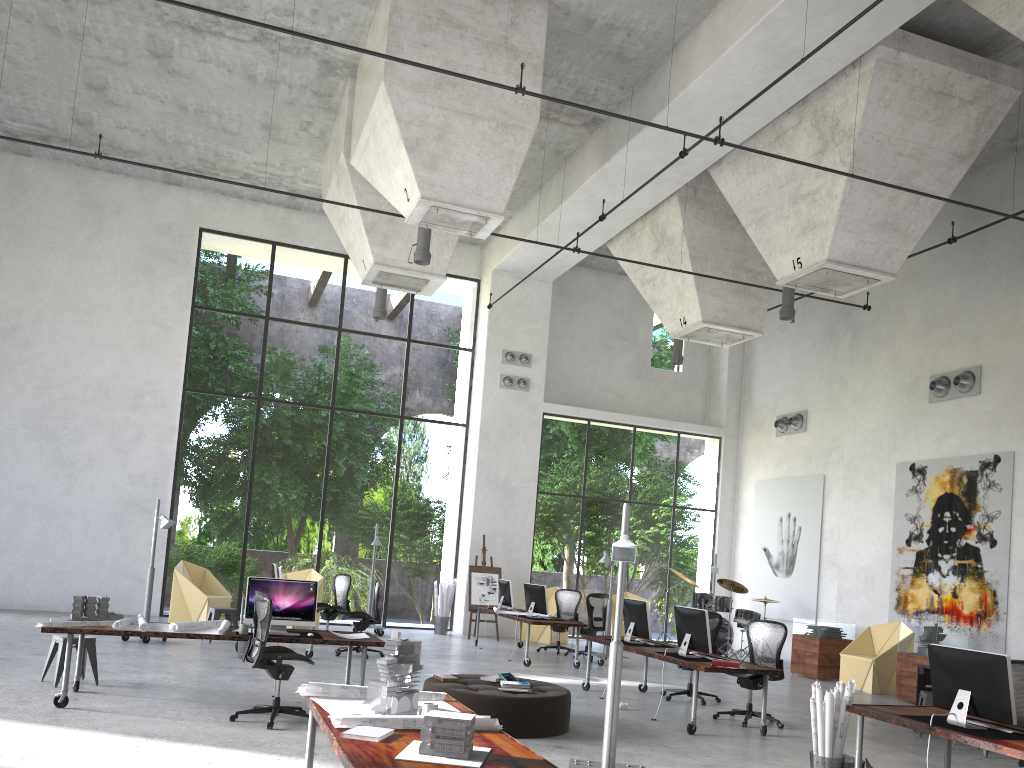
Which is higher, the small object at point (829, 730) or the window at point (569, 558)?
the window at point (569, 558)

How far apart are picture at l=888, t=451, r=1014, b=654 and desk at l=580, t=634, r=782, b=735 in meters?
5.4 m

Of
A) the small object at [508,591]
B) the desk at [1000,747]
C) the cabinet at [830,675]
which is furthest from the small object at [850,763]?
the small object at [508,591]

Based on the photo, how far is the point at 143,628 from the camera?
8.0 meters

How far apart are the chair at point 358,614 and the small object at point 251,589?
4.1m

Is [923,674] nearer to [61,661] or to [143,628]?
[143,628]

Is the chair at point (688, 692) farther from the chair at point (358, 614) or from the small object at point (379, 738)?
the small object at point (379, 738)

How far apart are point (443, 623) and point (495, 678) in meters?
9.2

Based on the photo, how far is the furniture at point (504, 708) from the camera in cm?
786

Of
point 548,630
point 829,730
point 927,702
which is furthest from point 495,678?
point 548,630
